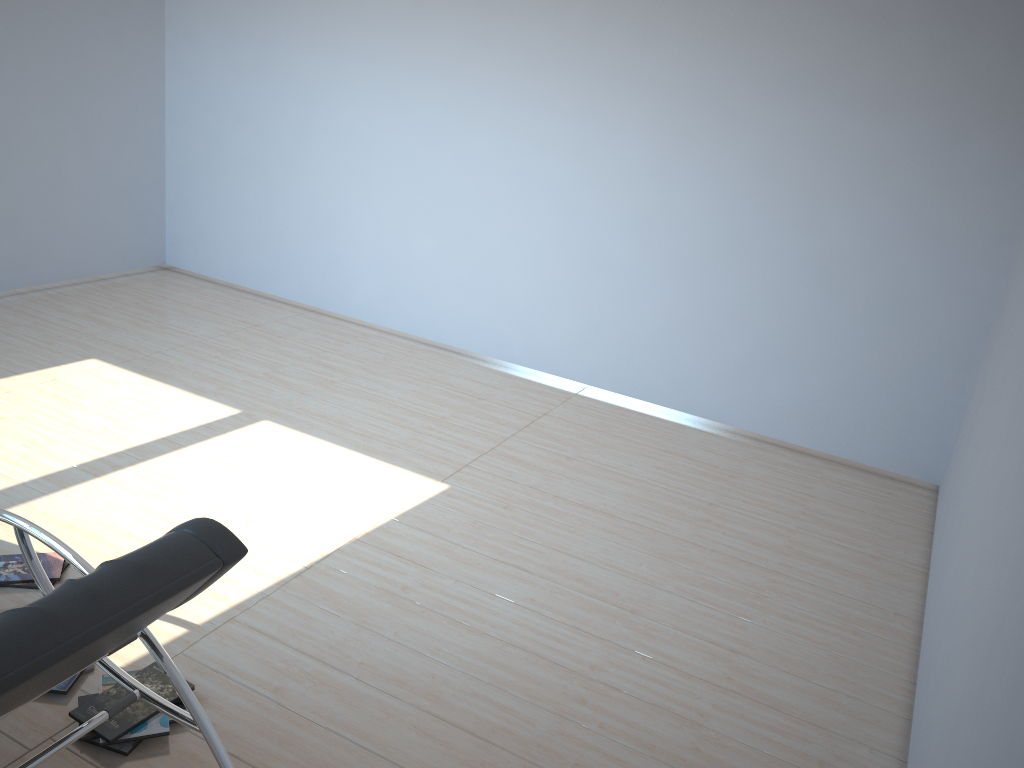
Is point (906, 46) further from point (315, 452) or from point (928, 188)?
point (315, 452)

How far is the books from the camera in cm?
262

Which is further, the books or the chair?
the books

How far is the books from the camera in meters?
2.6 m

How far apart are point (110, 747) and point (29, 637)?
1.2m

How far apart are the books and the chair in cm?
26

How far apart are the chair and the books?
0.3m

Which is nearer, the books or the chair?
the chair

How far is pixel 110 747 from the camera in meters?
2.6

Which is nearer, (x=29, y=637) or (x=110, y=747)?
(x=29, y=637)
